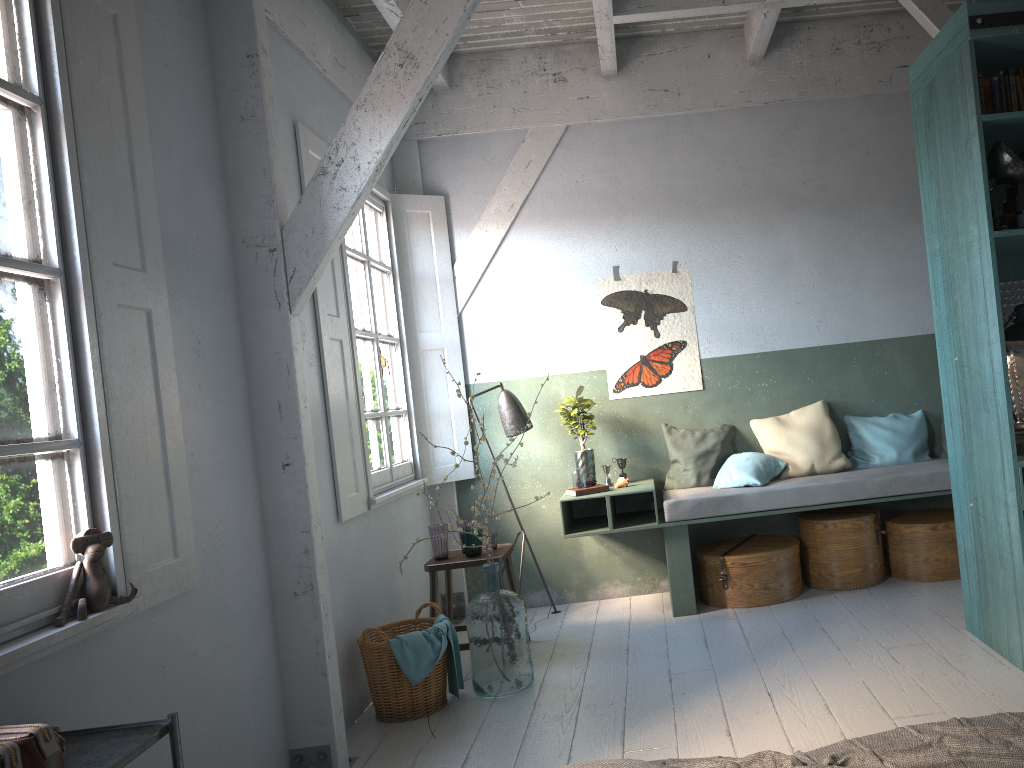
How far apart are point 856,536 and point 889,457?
0.72m

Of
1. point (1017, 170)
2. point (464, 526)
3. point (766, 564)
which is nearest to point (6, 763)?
point (464, 526)

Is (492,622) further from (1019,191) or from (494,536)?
(1019,191)

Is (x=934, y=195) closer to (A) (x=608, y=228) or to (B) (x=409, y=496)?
(A) (x=608, y=228)

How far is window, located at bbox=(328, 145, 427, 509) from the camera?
5.8m

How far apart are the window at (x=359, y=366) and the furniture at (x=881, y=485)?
1.09m

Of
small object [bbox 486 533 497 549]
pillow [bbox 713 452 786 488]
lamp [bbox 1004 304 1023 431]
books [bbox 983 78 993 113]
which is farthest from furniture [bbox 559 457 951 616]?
books [bbox 983 78 993 113]

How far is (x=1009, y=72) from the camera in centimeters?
420cm

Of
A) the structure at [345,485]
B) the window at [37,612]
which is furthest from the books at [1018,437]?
the window at [37,612]

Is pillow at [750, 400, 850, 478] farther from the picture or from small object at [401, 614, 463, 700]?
small object at [401, 614, 463, 700]
